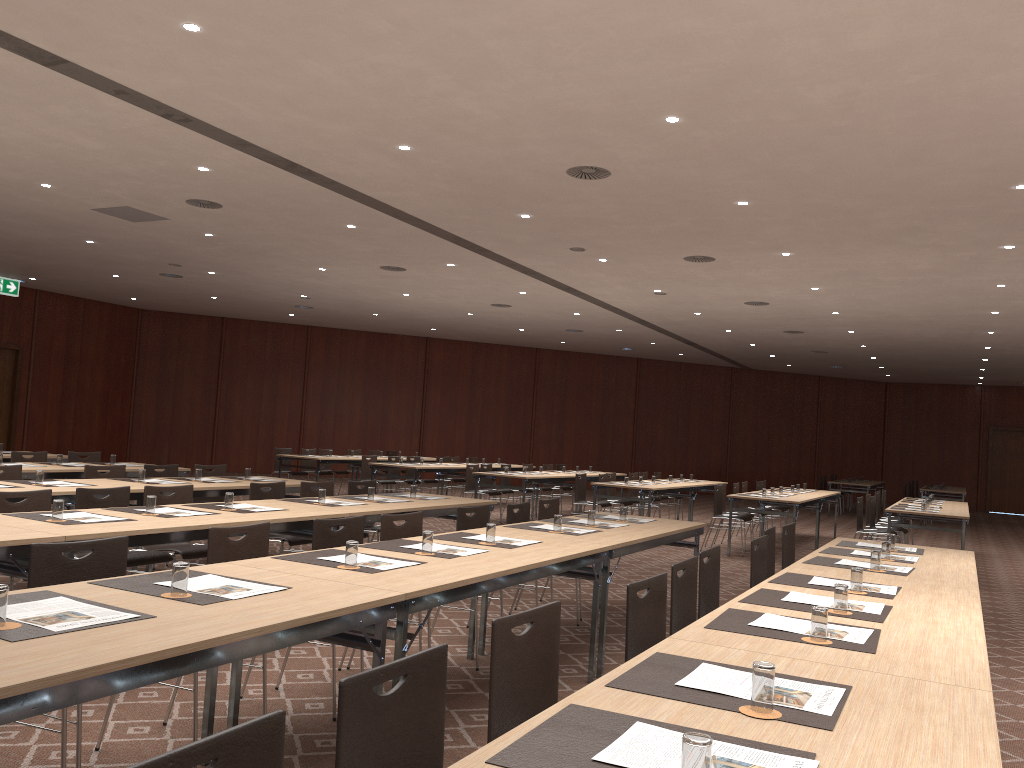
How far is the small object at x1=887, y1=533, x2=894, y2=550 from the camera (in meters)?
6.20

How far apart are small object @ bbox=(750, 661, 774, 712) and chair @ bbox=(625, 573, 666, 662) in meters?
1.2 m

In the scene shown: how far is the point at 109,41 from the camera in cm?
616

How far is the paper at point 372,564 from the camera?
4.04m

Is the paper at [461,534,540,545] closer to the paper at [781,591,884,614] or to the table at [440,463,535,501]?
the paper at [781,591,884,614]

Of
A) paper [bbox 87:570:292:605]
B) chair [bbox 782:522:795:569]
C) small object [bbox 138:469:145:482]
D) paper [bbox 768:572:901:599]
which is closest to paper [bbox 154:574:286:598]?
paper [bbox 87:570:292:605]

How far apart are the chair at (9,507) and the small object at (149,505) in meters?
0.7 m

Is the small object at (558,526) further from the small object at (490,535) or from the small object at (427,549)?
the small object at (427,549)

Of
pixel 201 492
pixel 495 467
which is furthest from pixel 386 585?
pixel 495 467

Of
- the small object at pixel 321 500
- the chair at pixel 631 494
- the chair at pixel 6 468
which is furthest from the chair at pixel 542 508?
the chair at pixel 631 494
